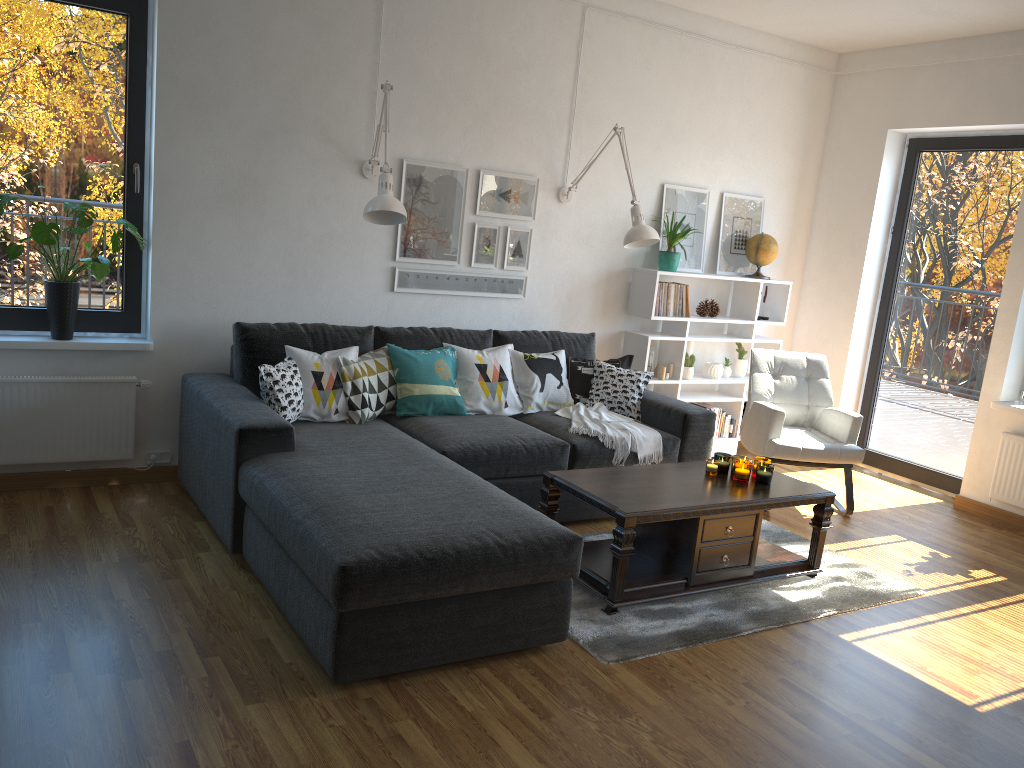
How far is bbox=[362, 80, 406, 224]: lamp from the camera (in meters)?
3.98

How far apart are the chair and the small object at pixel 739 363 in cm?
64

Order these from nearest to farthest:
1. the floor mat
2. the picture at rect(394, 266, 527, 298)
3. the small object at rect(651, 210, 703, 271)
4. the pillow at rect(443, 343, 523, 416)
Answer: the floor mat → the pillow at rect(443, 343, 523, 416) → the picture at rect(394, 266, 527, 298) → the small object at rect(651, 210, 703, 271)

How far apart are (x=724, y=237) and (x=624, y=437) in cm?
216

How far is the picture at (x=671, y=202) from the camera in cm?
562

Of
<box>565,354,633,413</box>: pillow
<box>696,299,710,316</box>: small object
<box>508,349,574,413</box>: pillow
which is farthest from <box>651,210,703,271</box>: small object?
<box>508,349,574,413</box>: pillow

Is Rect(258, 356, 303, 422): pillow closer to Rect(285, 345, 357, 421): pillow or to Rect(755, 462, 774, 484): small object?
Rect(285, 345, 357, 421): pillow

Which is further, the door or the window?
the door

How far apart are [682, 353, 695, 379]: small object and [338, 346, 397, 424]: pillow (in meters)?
2.16

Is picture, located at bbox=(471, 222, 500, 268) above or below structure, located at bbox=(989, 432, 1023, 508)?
above
